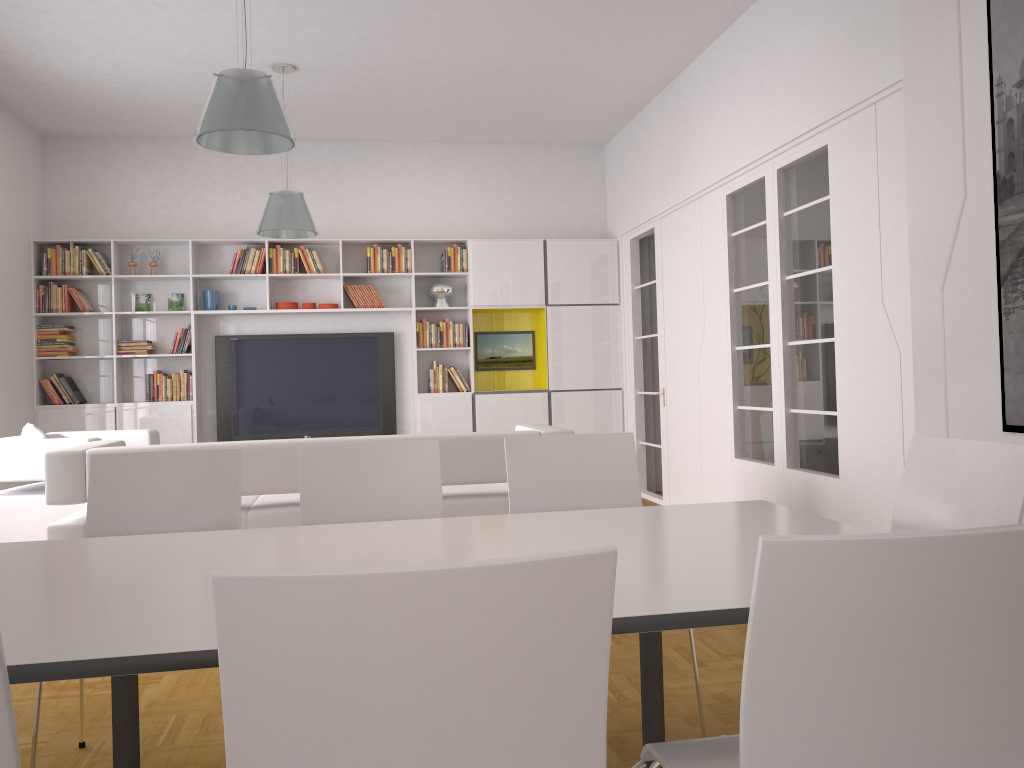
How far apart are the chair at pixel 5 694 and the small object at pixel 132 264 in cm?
771

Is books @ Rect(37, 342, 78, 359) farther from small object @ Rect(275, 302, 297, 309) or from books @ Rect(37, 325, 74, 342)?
small object @ Rect(275, 302, 297, 309)

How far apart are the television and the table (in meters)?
5.99

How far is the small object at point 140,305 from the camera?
8.18m

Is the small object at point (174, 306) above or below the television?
above

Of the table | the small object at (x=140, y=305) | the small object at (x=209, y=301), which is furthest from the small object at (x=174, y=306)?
the table

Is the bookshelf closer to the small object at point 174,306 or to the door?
the small object at point 174,306

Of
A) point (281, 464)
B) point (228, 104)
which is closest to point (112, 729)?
point (281, 464)

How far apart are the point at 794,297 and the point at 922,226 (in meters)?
1.56

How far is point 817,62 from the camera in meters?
4.9
